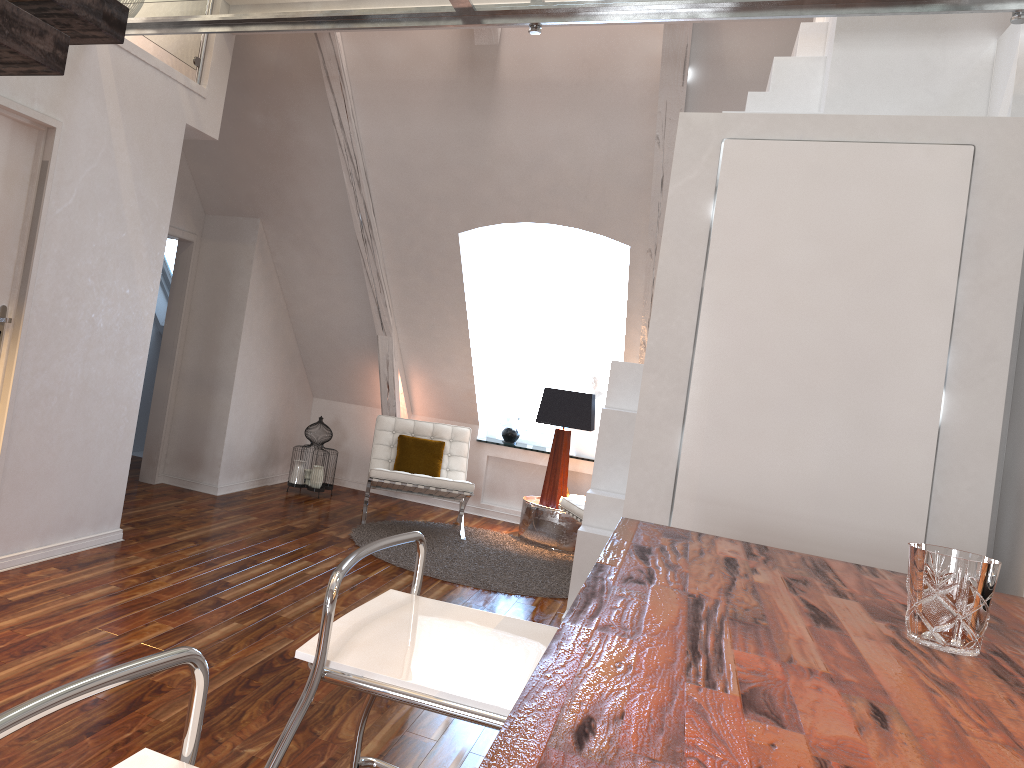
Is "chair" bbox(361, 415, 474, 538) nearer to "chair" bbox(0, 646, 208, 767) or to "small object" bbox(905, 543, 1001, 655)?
"small object" bbox(905, 543, 1001, 655)

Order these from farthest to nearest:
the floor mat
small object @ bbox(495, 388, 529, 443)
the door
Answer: small object @ bbox(495, 388, 529, 443) < the floor mat < the door

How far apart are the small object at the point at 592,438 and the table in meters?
0.6

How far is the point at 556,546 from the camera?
5.70m

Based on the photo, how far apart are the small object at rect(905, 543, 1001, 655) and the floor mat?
3.4m

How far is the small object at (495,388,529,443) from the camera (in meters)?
6.65

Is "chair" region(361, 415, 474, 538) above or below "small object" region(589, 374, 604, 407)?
below

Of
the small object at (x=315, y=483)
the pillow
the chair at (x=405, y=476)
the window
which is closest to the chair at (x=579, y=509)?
the chair at (x=405, y=476)

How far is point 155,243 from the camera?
4.0m

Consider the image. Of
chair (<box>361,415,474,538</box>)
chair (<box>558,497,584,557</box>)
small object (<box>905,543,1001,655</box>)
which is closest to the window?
chair (<box>361,415,474,538</box>)
